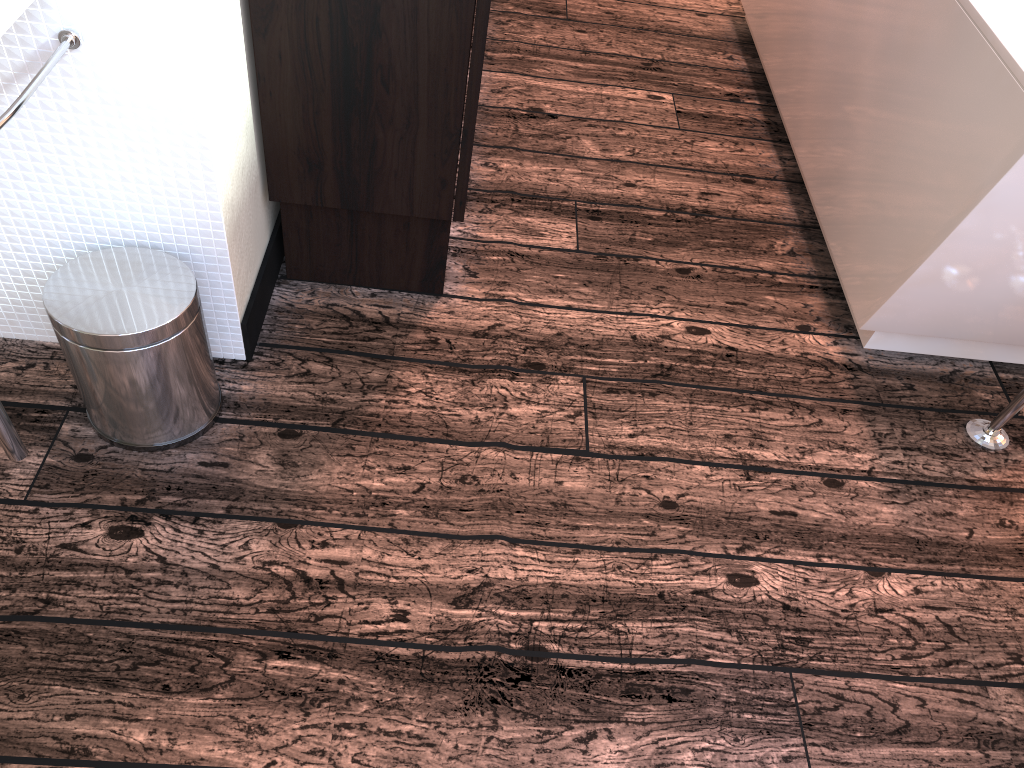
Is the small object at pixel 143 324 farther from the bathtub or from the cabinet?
the bathtub

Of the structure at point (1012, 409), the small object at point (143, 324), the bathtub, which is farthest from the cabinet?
the structure at point (1012, 409)

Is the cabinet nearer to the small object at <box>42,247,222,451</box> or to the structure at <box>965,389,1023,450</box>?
the small object at <box>42,247,222,451</box>

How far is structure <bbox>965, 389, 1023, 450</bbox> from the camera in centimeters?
170cm

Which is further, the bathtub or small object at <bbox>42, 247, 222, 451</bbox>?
the bathtub

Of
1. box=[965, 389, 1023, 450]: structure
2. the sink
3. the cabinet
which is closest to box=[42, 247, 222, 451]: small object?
the sink

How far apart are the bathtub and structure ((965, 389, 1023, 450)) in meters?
0.2

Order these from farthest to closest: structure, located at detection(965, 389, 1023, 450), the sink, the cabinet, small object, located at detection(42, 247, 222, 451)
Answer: structure, located at detection(965, 389, 1023, 450) → the cabinet → small object, located at detection(42, 247, 222, 451) → the sink

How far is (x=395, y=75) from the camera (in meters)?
1.47

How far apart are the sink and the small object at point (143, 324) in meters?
0.1 m
